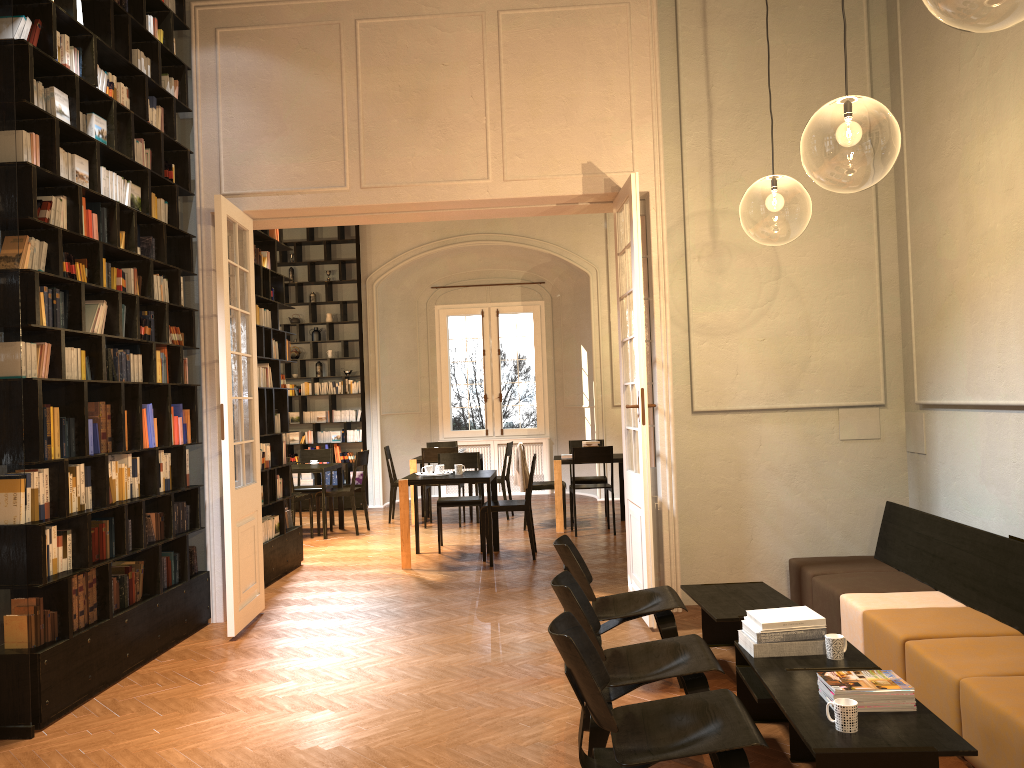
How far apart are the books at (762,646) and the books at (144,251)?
4.7 meters

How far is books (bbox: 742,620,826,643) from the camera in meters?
4.2

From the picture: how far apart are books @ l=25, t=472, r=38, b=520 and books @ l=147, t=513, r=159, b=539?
1.4 meters

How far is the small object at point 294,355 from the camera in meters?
14.3

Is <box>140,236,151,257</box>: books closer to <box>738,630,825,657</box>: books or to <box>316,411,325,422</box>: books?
<box>738,630,825,657</box>: books

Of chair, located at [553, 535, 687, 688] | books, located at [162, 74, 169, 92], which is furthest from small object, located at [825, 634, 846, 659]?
books, located at [162, 74, 169, 92]

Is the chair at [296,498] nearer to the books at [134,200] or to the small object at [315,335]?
the small object at [315,335]

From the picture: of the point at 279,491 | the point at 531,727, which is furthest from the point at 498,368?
the point at 531,727

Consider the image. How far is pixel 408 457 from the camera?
15.45m

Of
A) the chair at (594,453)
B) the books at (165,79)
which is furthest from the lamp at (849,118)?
the books at (165,79)
